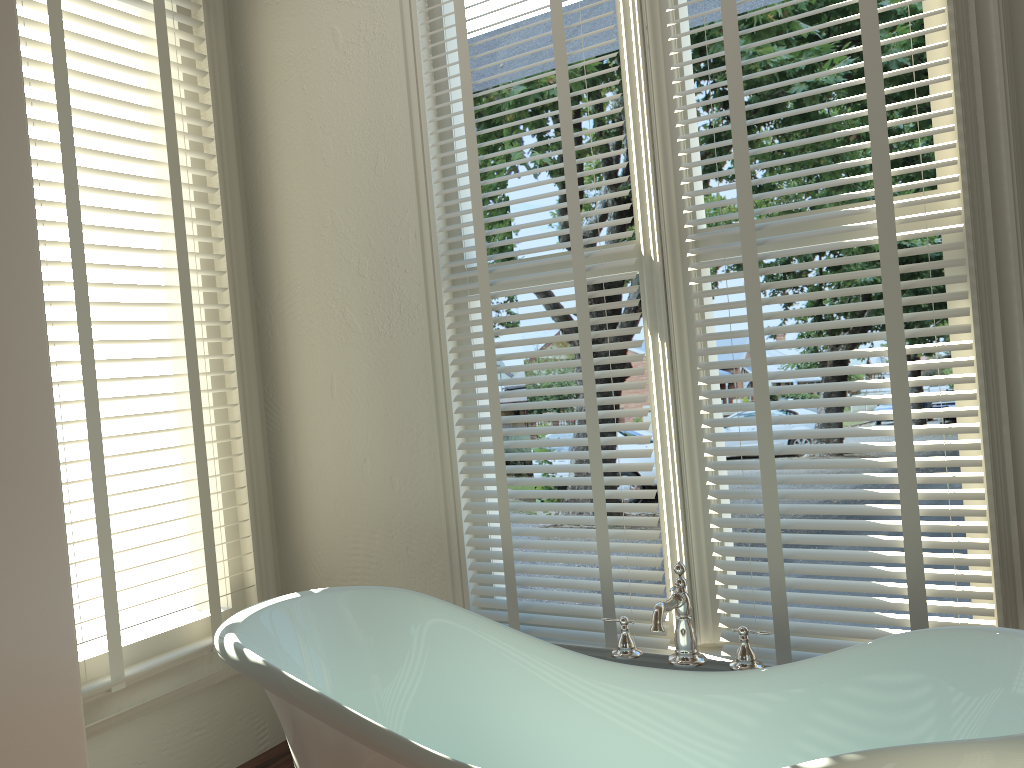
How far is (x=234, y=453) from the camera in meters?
2.7

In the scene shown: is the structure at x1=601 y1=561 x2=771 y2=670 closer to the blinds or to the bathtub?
the bathtub

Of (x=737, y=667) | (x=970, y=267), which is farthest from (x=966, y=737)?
(x=970, y=267)

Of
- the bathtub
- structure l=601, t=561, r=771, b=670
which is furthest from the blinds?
the bathtub

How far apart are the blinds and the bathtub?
0.3m

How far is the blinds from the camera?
1.7m

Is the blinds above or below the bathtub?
above

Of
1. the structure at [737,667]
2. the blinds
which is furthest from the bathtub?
the blinds

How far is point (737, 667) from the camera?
1.78m

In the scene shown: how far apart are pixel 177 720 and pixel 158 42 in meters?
1.9
